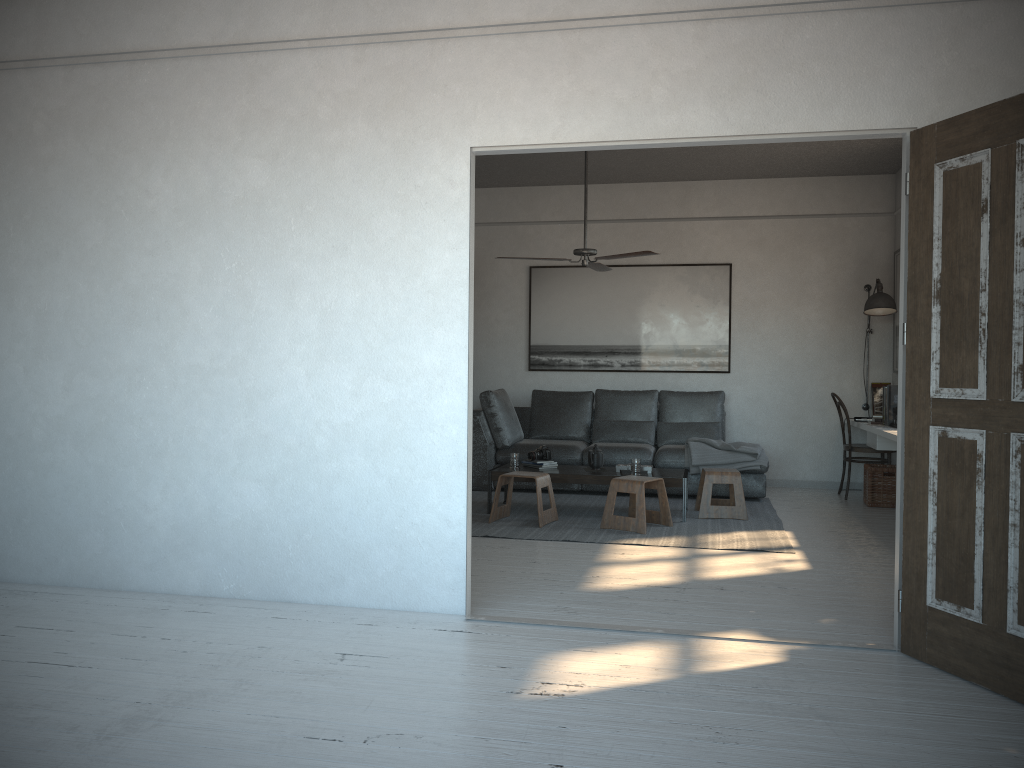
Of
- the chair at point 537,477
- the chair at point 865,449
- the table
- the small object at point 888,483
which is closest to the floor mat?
the chair at point 537,477

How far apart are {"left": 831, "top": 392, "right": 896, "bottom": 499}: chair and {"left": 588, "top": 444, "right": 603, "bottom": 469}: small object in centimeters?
239cm

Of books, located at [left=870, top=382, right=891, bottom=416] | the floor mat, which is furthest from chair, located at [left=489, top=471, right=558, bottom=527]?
books, located at [left=870, top=382, right=891, bottom=416]

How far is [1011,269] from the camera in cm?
293

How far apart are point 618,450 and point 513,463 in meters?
Result: 1.2

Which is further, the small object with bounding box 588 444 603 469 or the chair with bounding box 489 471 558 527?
the small object with bounding box 588 444 603 469

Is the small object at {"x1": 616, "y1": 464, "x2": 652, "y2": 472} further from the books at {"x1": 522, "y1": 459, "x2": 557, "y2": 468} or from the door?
the door

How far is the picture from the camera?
8.4m

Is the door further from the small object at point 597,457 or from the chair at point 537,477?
the small object at point 597,457

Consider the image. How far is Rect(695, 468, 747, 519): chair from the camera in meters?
6.4 m
